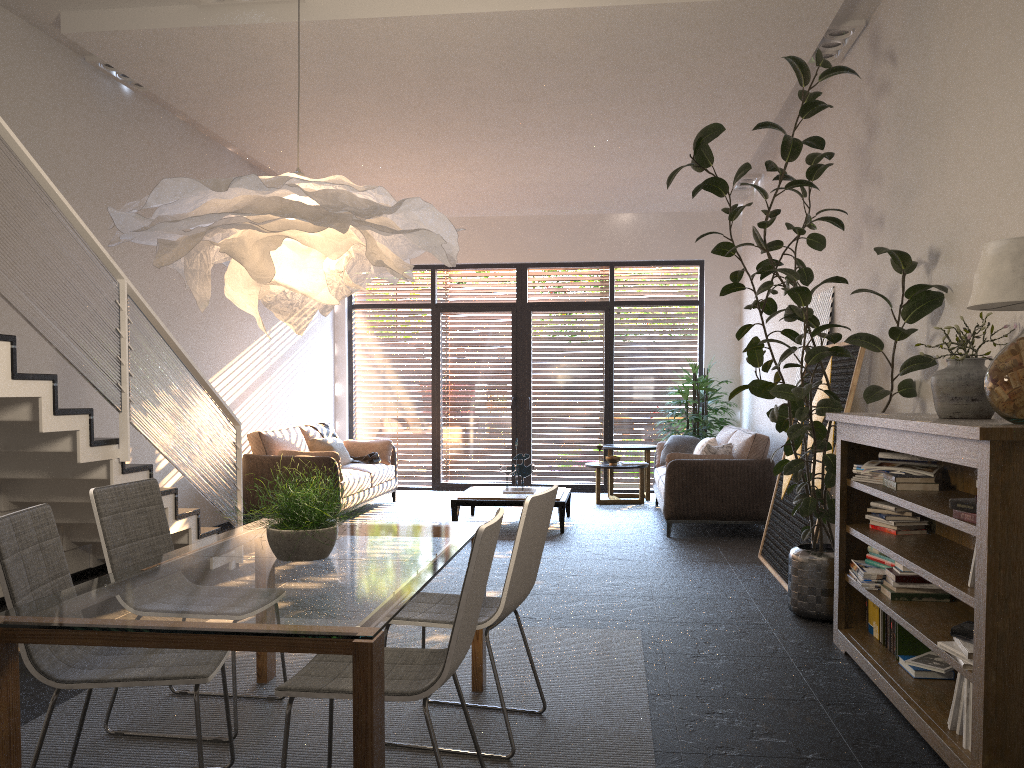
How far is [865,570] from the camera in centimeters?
405cm

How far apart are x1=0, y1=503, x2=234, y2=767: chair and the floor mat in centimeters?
48cm

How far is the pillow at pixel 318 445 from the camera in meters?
9.2 m

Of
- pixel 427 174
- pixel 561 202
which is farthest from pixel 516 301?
pixel 427 174

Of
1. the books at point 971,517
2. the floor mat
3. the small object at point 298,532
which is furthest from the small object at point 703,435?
the small object at point 298,532

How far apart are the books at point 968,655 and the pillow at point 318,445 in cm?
717

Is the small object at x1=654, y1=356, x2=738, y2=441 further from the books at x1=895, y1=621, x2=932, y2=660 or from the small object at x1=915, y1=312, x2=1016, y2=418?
the small object at x1=915, y1=312, x2=1016, y2=418

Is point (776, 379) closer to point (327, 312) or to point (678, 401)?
point (327, 312)

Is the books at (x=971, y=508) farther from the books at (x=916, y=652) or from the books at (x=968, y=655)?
the books at (x=916, y=652)

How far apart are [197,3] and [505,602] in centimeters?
412cm
